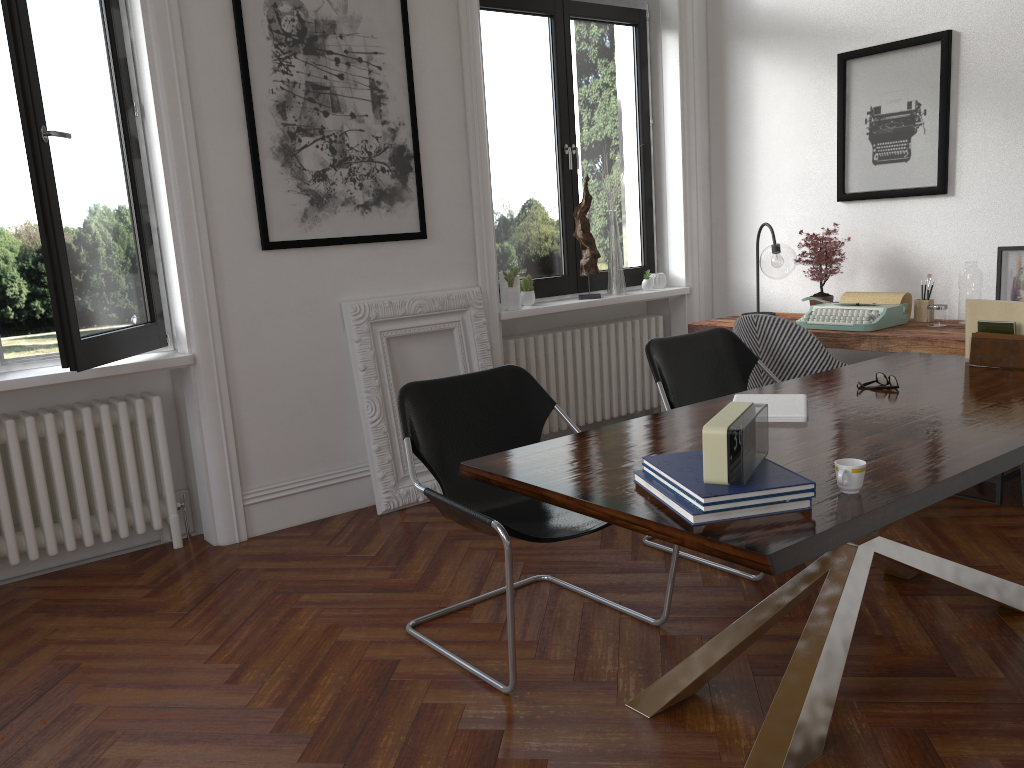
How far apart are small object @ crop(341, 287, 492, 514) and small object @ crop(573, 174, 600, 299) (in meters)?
0.89

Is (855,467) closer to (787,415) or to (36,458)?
(787,415)

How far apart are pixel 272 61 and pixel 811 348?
2.8 meters

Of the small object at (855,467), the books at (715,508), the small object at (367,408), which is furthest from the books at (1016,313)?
the small object at (367,408)

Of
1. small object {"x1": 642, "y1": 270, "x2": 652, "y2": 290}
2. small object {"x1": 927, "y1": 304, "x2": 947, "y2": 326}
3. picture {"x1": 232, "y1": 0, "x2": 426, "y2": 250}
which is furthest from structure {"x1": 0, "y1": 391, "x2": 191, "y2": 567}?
small object {"x1": 927, "y1": 304, "x2": 947, "y2": 326}

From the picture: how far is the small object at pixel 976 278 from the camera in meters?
4.3 m

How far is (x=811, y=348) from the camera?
4.07m

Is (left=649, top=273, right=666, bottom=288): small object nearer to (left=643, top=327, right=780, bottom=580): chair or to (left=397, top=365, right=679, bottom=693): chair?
(left=643, top=327, right=780, bottom=580): chair

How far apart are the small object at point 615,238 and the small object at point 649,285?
0.24m

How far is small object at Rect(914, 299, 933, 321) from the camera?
4.6 meters
